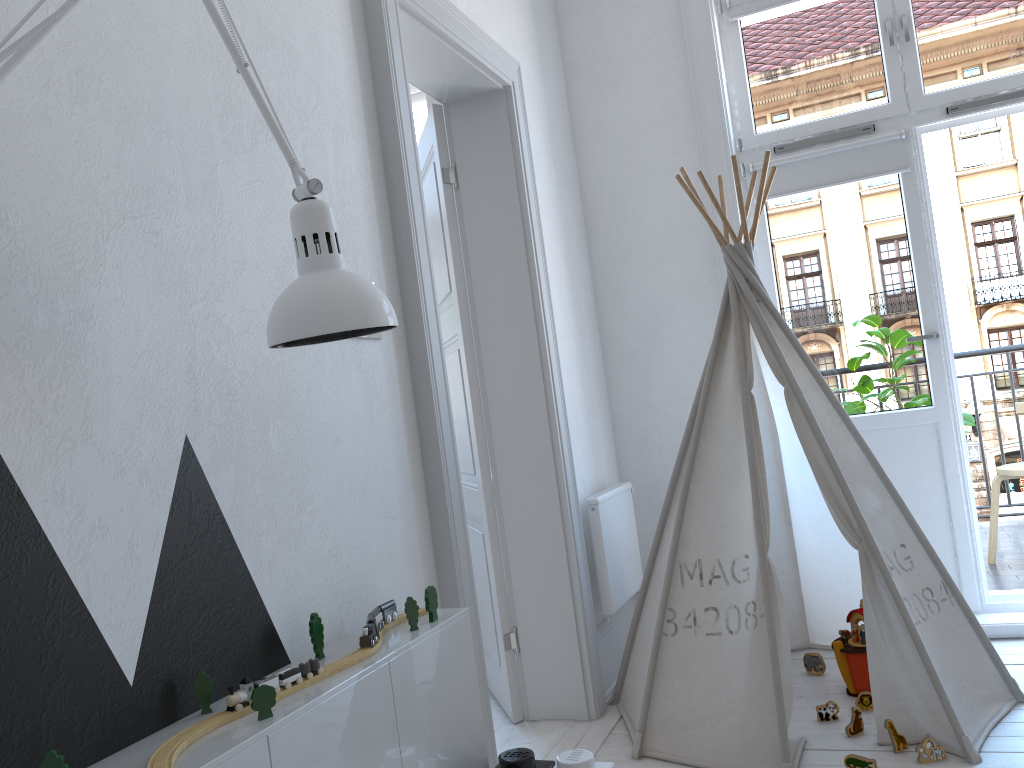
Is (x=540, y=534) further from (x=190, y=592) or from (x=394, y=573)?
(x=190, y=592)

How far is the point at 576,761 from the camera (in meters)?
1.68

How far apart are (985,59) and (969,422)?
1.6 meters

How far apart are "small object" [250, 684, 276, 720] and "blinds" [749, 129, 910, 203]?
2.9m

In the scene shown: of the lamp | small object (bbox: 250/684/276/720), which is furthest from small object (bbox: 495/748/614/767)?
the lamp

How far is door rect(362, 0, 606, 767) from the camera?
2.1m

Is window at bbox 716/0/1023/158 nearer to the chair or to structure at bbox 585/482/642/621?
structure at bbox 585/482/642/621

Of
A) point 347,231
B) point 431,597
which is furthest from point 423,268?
point 431,597

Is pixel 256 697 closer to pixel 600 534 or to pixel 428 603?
pixel 428 603

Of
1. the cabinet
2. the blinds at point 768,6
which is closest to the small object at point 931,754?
the cabinet
